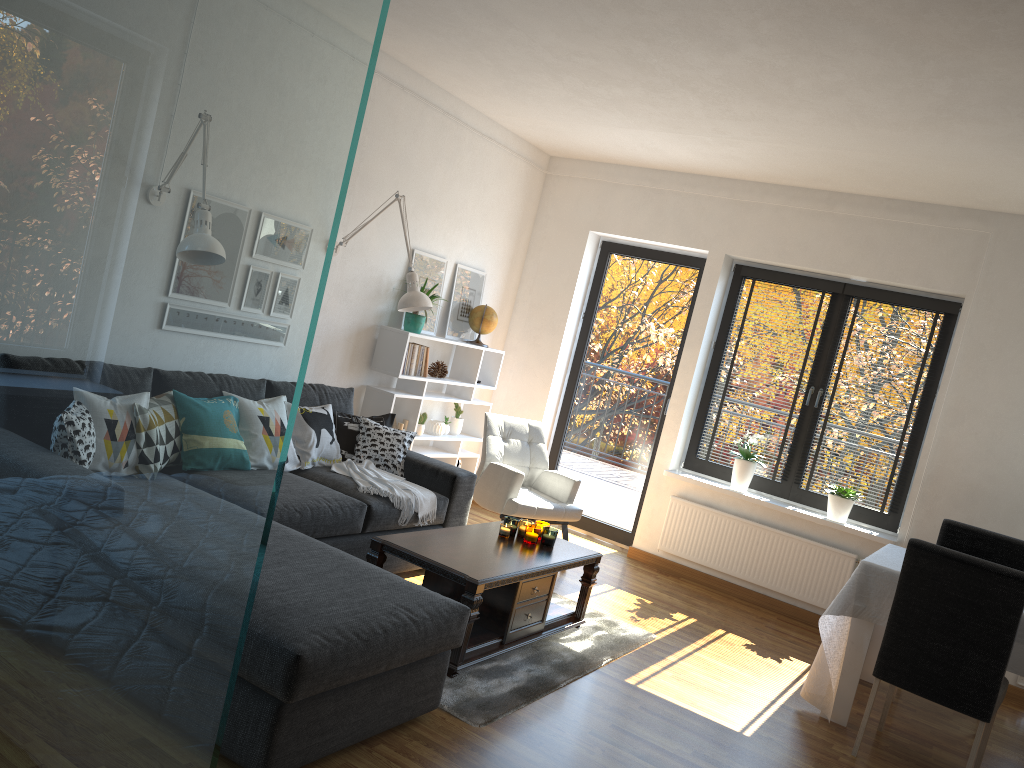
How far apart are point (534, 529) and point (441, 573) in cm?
80

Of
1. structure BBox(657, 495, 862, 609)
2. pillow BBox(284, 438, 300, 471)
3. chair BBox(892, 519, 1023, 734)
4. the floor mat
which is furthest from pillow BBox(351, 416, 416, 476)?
chair BBox(892, 519, 1023, 734)

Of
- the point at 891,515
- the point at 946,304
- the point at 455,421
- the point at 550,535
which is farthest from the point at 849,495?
the point at 455,421

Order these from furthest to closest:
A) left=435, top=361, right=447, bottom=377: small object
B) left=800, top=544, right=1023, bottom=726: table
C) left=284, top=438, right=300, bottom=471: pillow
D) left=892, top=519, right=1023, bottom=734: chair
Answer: left=435, top=361, right=447, bottom=377: small object, left=892, top=519, right=1023, bottom=734: chair, left=284, top=438, right=300, bottom=471: pillow, left=800, top=544, right=1023, bottom=726: table

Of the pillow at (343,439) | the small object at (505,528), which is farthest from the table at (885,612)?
the pillow at (343,439)

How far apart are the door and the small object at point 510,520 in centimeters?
243cm

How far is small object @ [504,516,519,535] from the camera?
4.3m

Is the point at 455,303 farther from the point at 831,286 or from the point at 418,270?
the point at 831,286

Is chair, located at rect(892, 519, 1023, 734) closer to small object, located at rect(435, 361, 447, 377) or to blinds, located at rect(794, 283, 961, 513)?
blinds, located at rect(794, 283, 961, 513)

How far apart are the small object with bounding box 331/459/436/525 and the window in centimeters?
244cm
